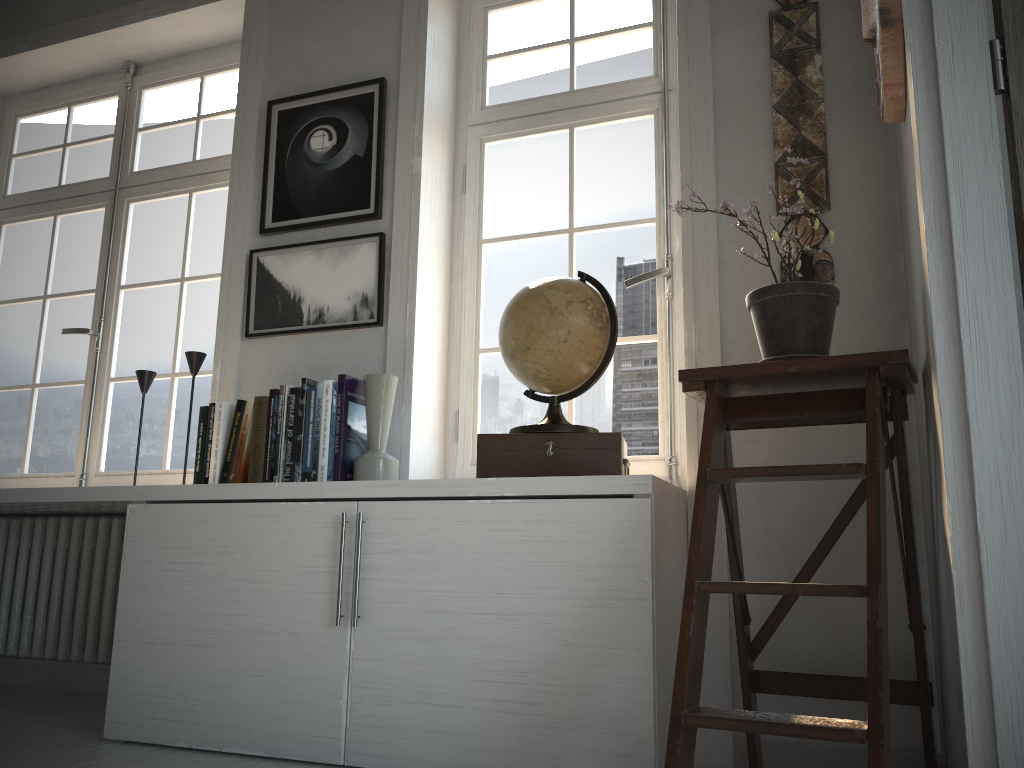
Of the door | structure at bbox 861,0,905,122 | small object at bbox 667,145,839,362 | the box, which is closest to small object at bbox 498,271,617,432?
the box

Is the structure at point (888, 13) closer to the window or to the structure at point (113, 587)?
the window

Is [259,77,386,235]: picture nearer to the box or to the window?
the window

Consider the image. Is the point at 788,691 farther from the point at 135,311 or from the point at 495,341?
the point at 135,311

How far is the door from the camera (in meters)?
1.32

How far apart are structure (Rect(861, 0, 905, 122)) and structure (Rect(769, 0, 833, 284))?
0.43m

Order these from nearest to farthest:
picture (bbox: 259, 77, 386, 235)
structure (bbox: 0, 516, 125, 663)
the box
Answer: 1. the box
2. picture (bbox: 259, 77, 386, 235)
3. structure (bbox: 0, 516, 125, 663)

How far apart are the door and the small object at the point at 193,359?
2.3m

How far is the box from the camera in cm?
214

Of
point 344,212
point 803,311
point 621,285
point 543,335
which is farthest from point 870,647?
point 344,212
